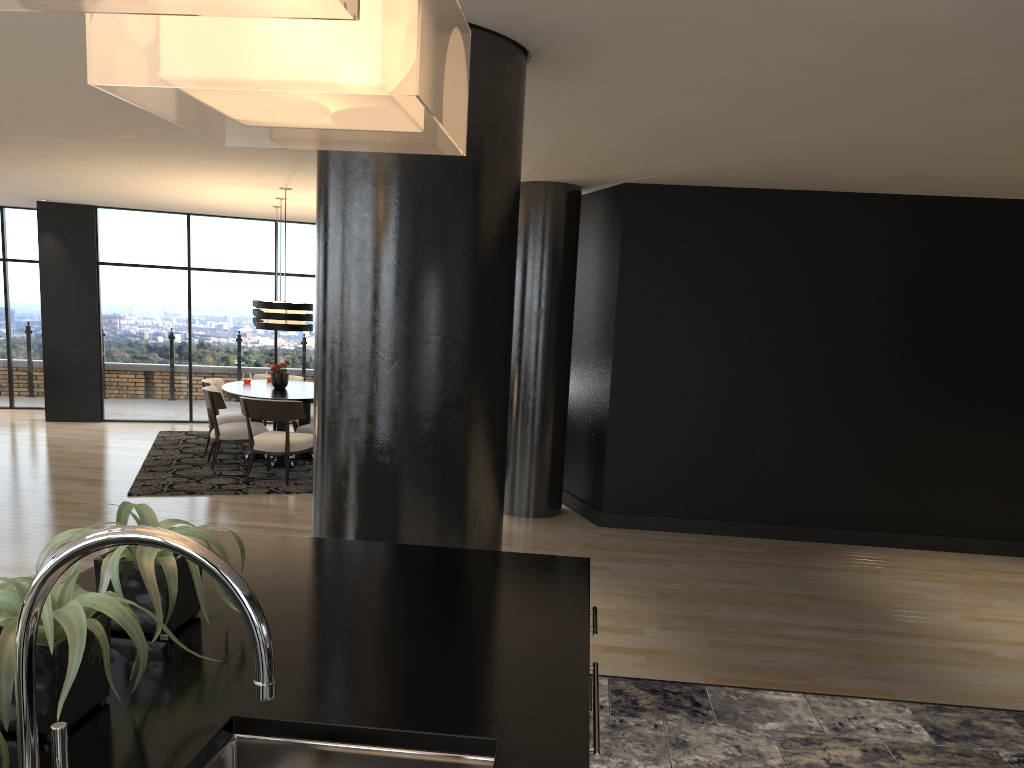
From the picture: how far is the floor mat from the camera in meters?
7.8 m

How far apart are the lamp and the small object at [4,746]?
7.58m

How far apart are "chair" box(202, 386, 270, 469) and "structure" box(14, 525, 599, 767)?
7.1m

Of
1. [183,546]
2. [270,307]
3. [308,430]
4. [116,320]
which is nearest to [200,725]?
[183,546]

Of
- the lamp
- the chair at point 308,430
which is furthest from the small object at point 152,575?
the chair at point 308,430

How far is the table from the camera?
8.7 meters

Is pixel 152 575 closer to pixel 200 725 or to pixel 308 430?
pixel 200 725

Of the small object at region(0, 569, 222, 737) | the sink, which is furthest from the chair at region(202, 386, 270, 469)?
the sink

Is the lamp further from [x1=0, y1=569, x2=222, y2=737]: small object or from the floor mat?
[x1=0, y1=569, x2=222, y2=737]: small object

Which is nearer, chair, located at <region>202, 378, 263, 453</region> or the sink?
the sink
